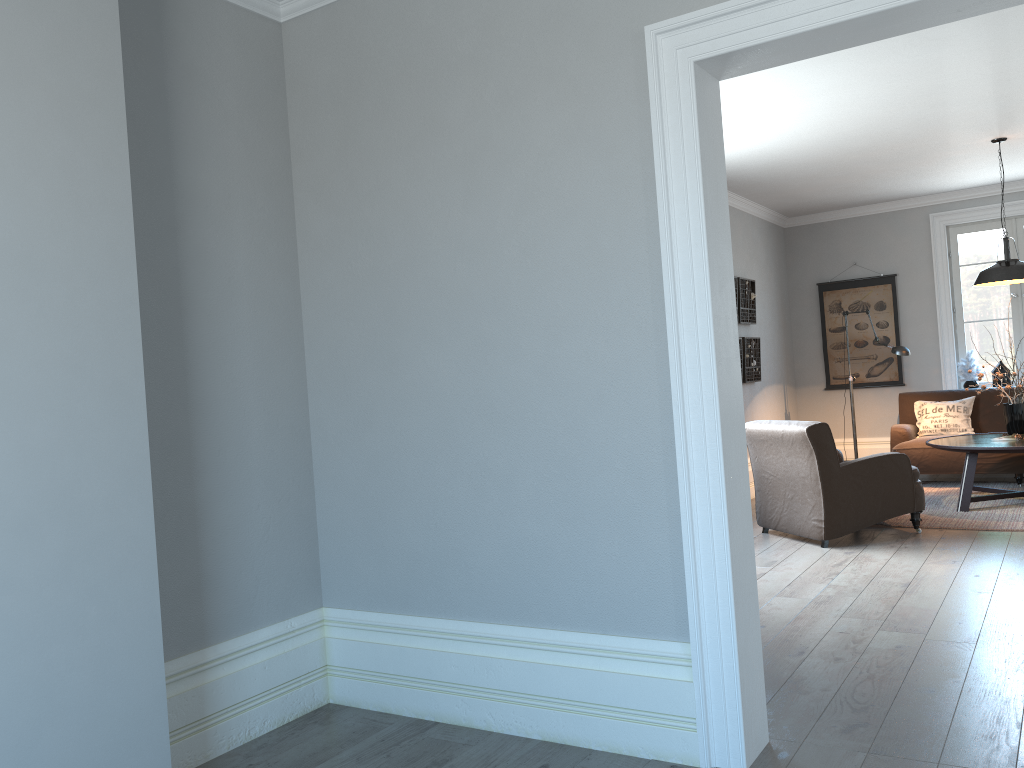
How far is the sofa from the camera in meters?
7.4 m

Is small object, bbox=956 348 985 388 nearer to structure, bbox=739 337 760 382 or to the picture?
the picture

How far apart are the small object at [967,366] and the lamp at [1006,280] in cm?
182

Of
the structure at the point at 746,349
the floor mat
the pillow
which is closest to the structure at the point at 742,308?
the structure at the point at 746,349

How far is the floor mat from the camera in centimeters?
594cm

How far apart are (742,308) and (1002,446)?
2.5 meters

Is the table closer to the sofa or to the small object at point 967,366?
the sofa

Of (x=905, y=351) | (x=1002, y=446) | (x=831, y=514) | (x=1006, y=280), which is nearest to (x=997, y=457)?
(x=905, y=351)

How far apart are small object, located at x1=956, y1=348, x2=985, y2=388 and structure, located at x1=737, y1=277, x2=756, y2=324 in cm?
218

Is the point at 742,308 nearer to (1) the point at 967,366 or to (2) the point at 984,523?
(1) the point at 967,366
